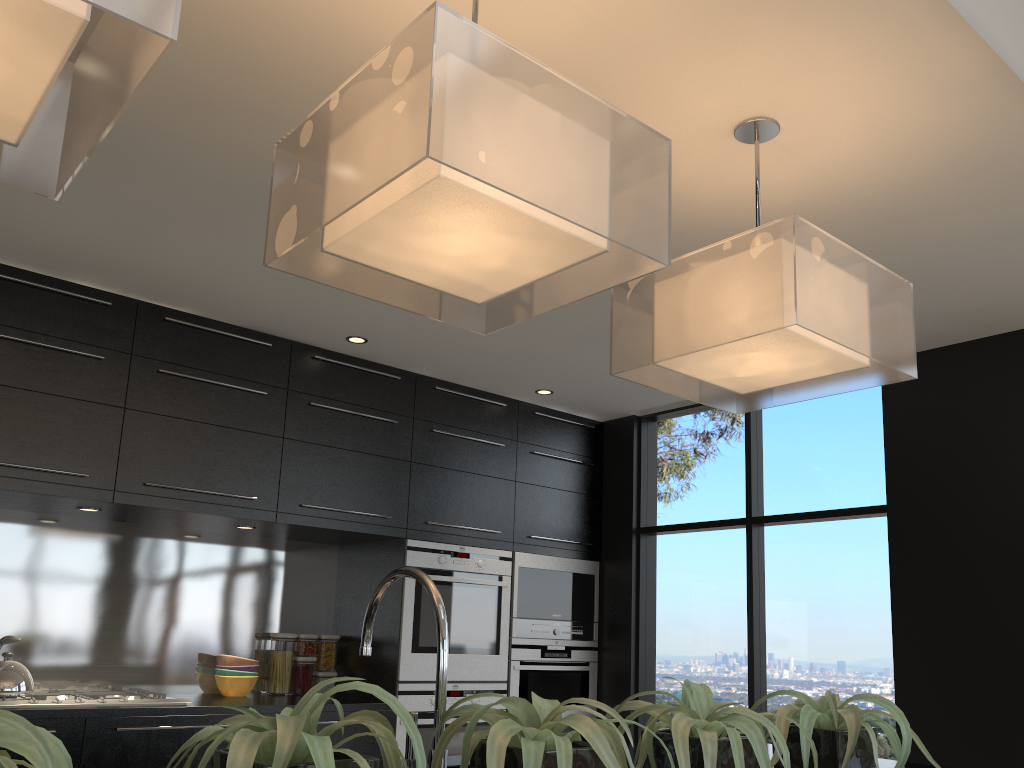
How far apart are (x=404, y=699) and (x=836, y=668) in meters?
2.1 m

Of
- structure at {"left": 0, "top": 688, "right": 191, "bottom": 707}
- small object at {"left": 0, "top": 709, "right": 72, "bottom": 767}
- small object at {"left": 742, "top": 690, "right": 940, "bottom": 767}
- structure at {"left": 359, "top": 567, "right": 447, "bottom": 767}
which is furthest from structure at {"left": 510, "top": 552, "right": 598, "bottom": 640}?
small object at {"left": 0, "top": 709, "right": 72, "bottom": 767}

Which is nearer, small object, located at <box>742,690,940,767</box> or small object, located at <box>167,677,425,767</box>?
small object, located at <box>167,677,425,767</box>

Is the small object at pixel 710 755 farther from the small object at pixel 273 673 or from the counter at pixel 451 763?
the small object at pixel 273 673

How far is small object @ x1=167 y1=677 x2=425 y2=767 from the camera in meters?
0.9

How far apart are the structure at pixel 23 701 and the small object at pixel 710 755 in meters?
2.7 m

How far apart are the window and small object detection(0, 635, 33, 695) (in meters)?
3.11

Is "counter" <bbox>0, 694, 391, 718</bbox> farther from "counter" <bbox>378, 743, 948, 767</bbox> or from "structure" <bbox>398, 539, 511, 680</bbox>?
"counter" <bbox>378, 743, 948, 767</bbox>

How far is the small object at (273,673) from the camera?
4.5m

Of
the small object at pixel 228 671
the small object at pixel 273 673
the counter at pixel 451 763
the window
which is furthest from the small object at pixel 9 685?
the window
